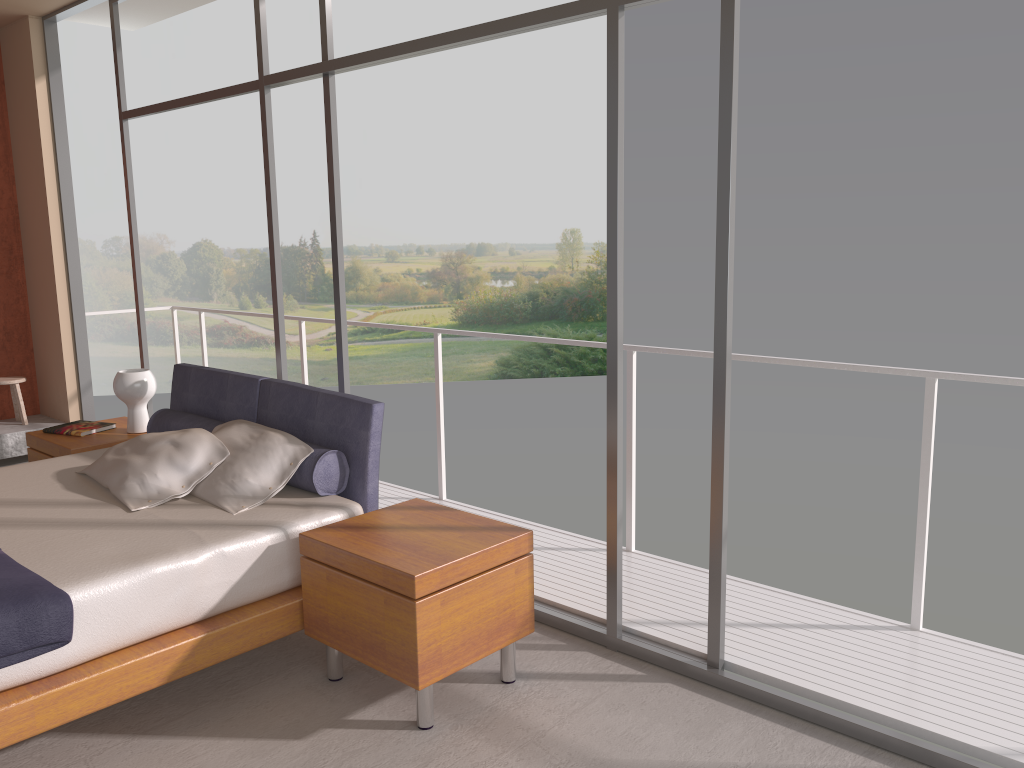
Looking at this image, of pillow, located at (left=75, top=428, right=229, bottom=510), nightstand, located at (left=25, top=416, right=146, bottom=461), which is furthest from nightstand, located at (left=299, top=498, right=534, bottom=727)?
nightstand, located at (left=25, top=416, right=146, bottom=461)

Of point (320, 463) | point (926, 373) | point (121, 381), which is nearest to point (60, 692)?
point (320, 463)

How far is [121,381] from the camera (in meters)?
4.76

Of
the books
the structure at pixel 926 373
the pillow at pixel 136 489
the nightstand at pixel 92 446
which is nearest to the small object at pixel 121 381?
the nightstand at pixel 92 446

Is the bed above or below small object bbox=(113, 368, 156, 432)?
below

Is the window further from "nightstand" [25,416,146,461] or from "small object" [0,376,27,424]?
"small object" [0,376,27,424]

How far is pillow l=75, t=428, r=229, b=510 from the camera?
3.57m

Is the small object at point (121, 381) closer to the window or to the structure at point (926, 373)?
the window

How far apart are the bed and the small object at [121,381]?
0.2m

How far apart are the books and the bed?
0.52m
